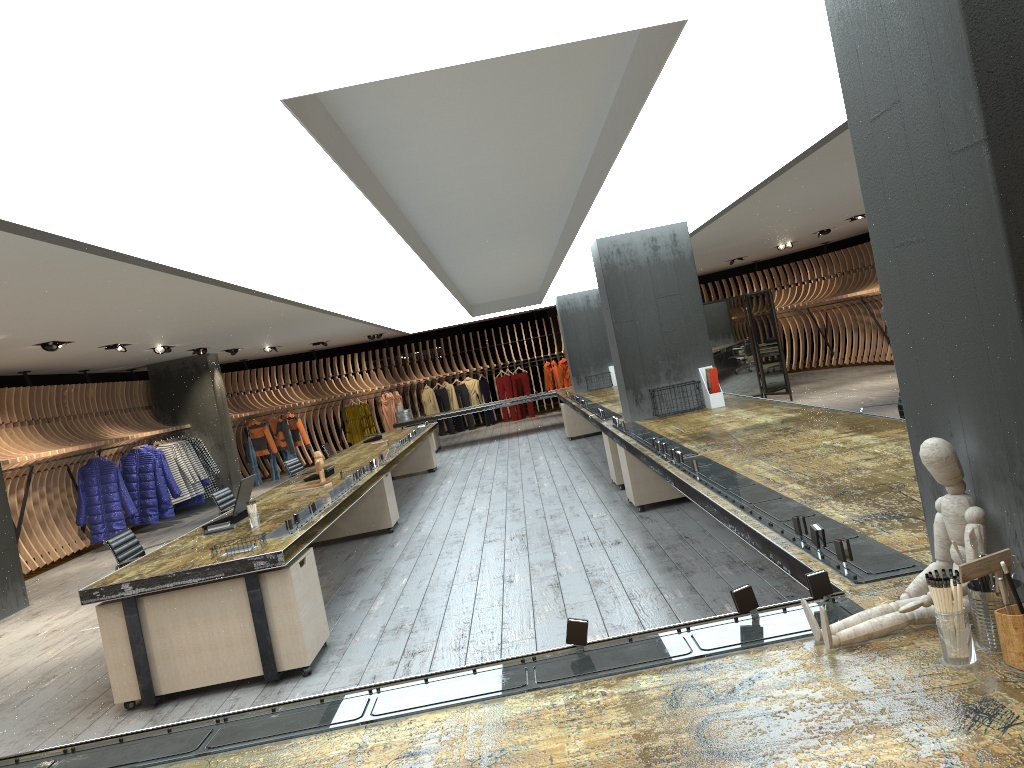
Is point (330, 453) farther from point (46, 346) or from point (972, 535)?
point (972, 535)

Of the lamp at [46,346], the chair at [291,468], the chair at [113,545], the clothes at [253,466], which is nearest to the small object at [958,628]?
the chair at [113,545]

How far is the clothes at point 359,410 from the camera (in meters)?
21.46

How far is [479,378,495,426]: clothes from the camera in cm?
2306

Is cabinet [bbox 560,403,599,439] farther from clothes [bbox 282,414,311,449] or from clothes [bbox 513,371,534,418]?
clothes [bbox 513,371,534,418]

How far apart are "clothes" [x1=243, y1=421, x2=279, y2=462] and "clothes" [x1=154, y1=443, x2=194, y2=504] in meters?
4.1 m

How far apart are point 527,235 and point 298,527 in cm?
437

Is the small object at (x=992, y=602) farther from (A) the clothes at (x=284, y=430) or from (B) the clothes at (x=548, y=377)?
(B) the clothes at (x=548, y=377)

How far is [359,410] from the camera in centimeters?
2146cm

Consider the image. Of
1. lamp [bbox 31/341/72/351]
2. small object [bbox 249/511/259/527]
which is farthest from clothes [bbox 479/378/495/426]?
small object [bbox 249/511/259/527]
